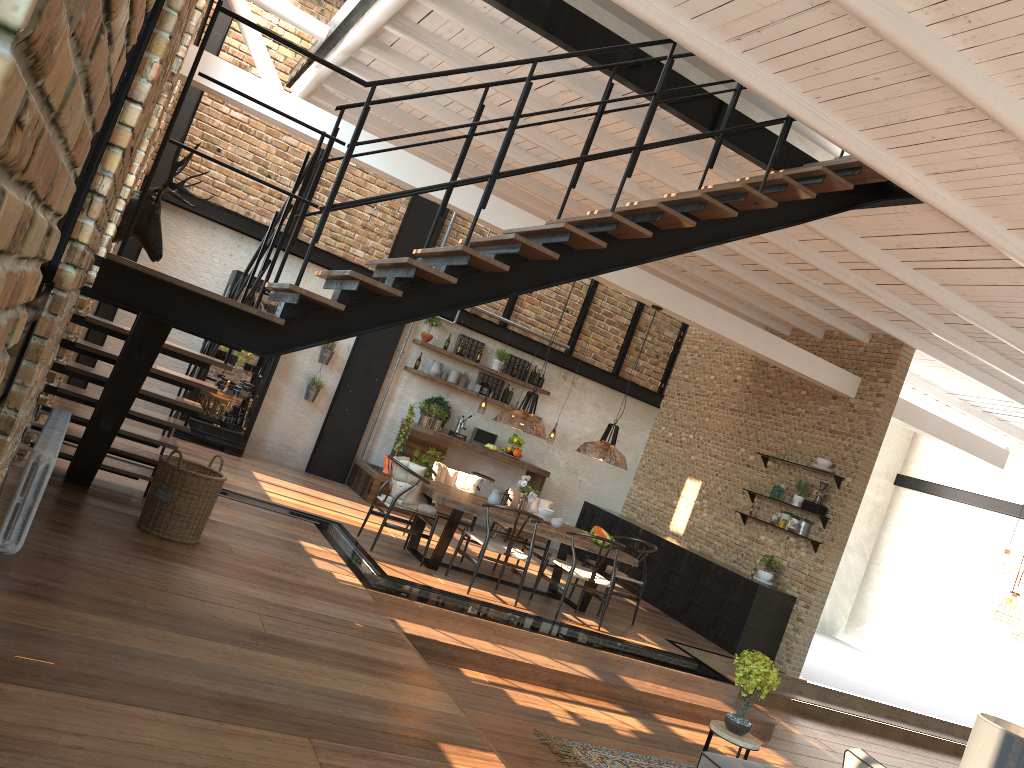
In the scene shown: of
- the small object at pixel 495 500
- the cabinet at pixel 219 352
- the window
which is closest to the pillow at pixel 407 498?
the small object at pixel 495 500

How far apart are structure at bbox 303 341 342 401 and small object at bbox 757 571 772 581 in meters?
6.0 m

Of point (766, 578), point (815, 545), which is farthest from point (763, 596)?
point (815, 545)

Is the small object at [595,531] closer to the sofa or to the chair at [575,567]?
the chair at [575,567]

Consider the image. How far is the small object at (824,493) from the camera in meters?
10.2

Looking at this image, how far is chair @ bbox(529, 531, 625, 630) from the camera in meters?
8.3 m

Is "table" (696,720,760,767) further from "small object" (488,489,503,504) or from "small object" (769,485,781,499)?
"small object" (769,485,781,499)

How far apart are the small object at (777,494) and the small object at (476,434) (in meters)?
3.84

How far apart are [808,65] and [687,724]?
5.4 meters

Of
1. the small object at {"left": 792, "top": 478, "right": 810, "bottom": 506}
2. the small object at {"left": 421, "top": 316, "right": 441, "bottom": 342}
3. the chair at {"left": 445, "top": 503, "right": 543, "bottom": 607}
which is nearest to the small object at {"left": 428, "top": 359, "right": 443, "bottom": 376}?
the small object at {"left": 421, "top": 316, "right": 441, "bottom": 342}
